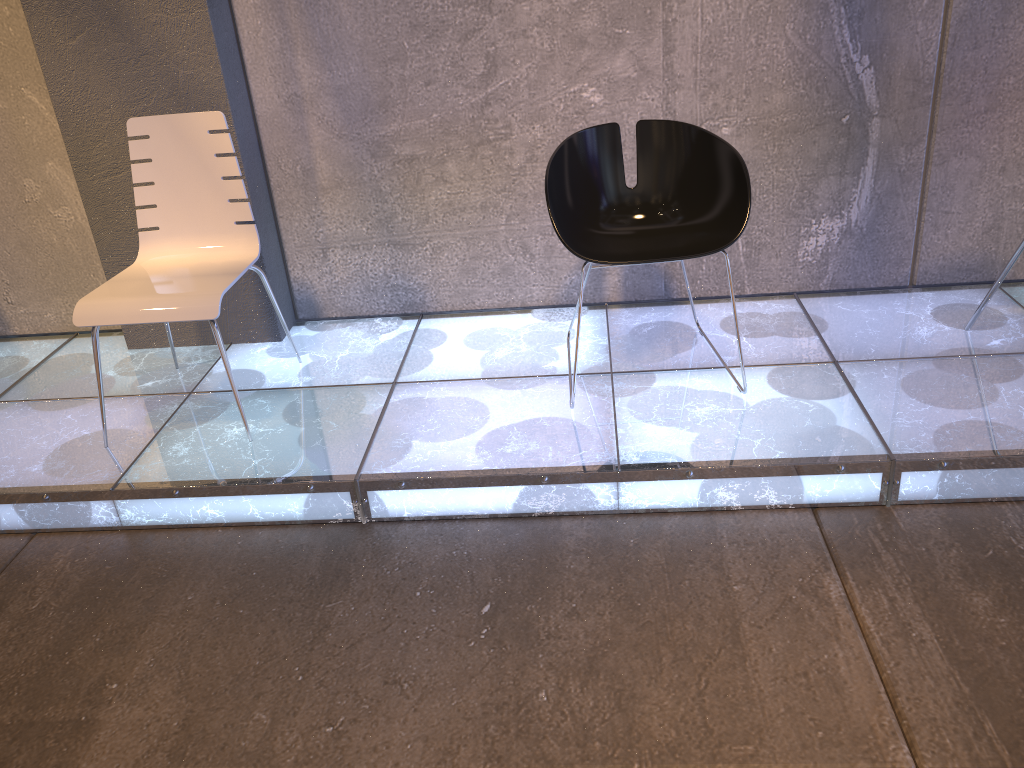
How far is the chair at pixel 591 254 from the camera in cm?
252

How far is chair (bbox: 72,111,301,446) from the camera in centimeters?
250cm

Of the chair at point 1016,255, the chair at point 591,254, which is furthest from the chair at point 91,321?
the chair at point 1016,255

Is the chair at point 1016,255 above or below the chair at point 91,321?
below

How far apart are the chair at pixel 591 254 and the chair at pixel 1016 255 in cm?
89

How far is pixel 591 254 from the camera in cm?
252

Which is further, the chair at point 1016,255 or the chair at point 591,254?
the chair at point 1016,255

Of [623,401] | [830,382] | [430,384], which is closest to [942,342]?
[830,382]

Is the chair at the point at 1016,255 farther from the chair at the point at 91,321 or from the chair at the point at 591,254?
the chair at the point at 91,321

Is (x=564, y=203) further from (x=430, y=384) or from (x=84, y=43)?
(x=84, y=43)
